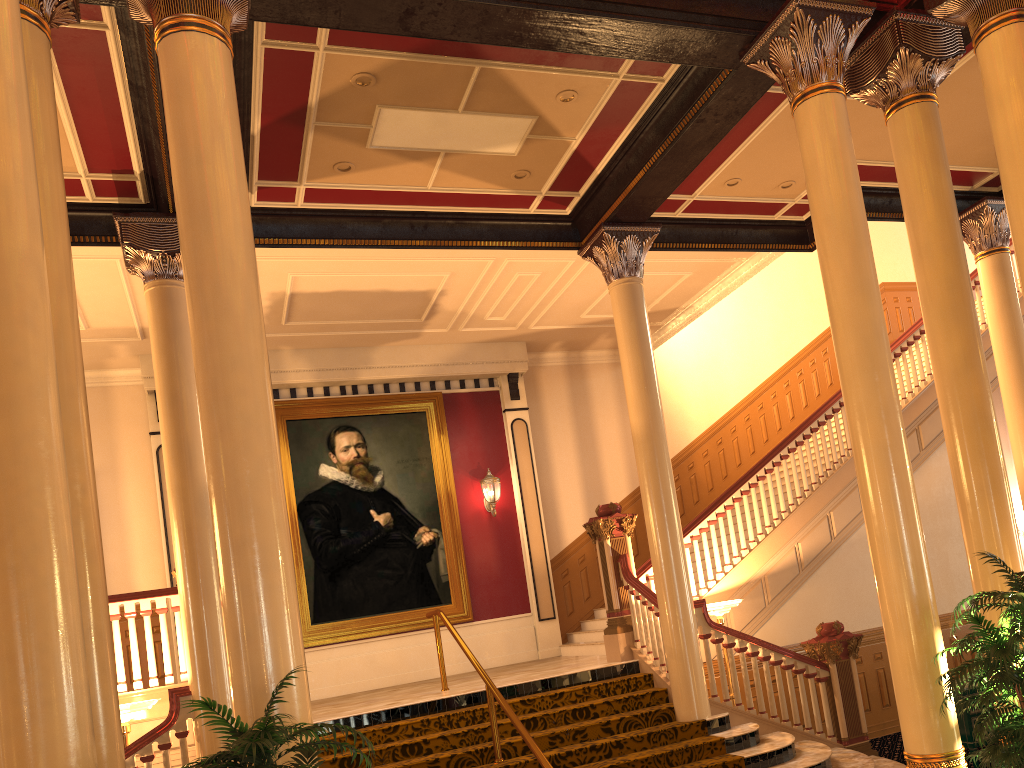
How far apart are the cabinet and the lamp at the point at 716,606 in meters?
2.2

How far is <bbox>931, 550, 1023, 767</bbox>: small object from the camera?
4.45m

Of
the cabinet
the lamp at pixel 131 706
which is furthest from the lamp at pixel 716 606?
the lamp at pixel 131 706

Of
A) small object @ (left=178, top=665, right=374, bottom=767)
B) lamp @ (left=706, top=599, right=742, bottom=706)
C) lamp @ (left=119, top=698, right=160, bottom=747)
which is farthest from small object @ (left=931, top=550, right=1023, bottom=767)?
lamp @ (left=119, top=698, right=160, bottom=747)

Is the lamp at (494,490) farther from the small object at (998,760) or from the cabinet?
the small object at (998,760)

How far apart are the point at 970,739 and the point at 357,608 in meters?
7.5

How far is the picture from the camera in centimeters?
1201cm

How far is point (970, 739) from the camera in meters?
7.6 m

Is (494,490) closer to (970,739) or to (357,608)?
(357,608)

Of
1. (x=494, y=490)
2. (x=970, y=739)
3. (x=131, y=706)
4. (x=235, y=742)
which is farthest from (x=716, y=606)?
(x=235, y=742)
